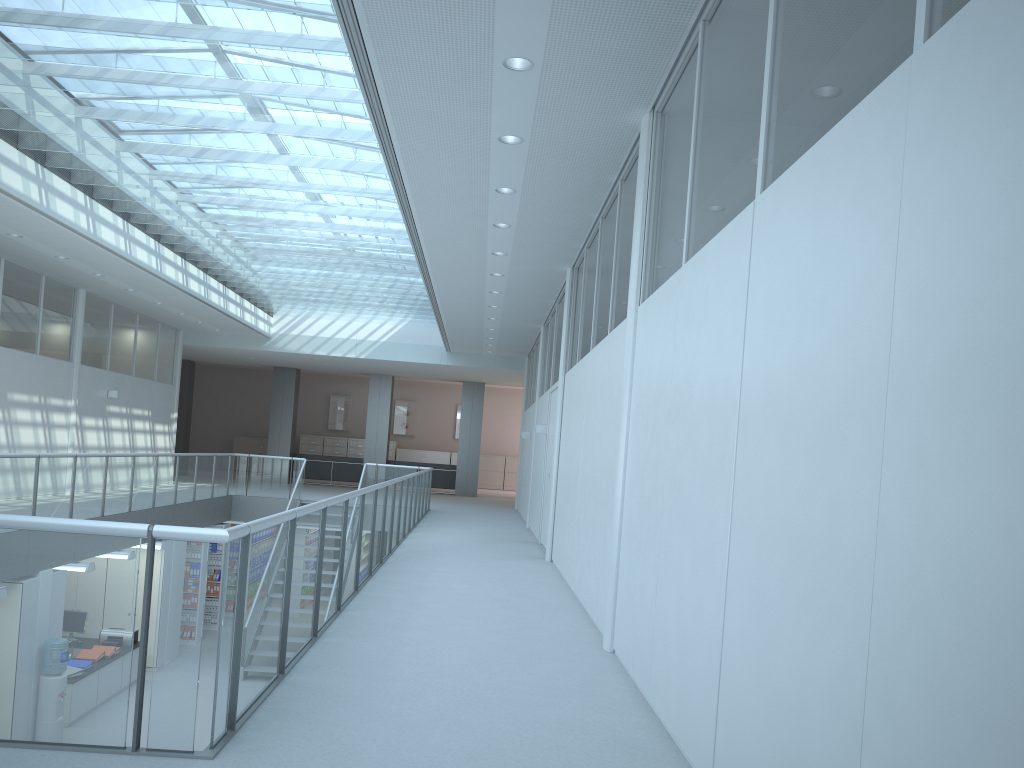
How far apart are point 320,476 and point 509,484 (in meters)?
6.83

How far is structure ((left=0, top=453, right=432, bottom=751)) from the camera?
2.84m

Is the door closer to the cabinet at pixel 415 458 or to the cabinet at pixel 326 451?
the cabinet at pixel 415 458

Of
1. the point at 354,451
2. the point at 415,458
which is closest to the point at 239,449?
the point at 354,451

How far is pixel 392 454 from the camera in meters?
26.5

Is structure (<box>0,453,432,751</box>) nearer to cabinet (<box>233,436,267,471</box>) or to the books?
the books

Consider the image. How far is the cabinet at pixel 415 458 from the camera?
26.7m

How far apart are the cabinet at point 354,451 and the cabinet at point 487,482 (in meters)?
3.80

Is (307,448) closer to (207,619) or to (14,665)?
(207,619)

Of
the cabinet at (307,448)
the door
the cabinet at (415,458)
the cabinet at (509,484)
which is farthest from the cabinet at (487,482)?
the door
